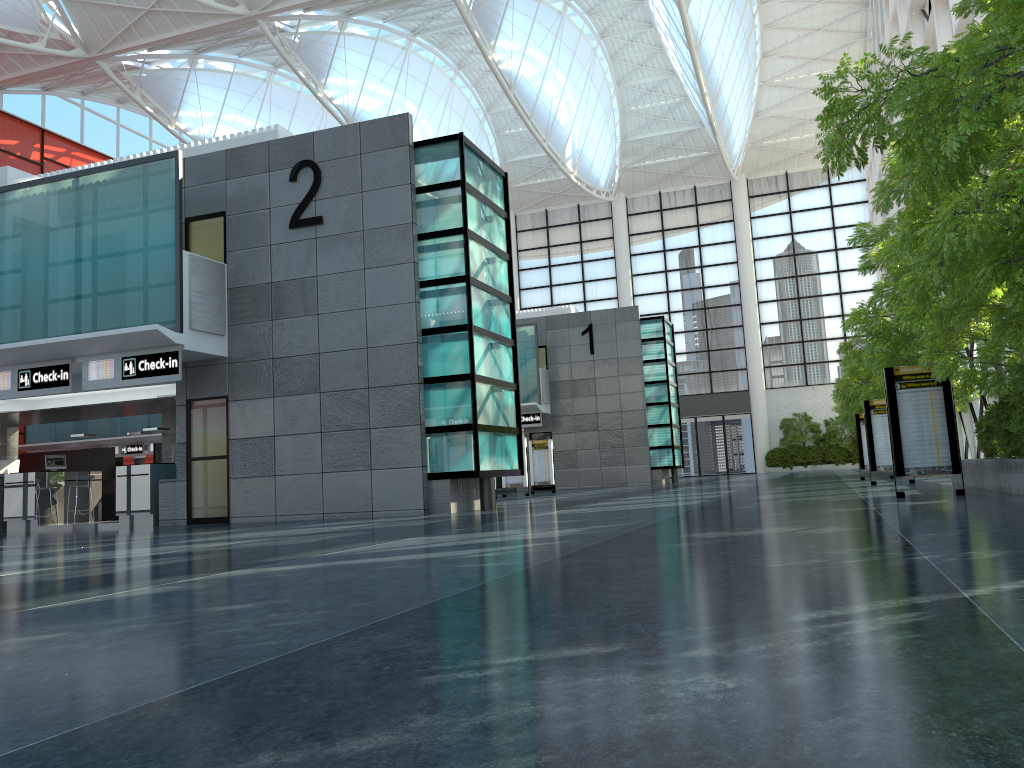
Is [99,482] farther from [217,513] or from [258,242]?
[258,242]

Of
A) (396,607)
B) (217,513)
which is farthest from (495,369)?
(396,607)
